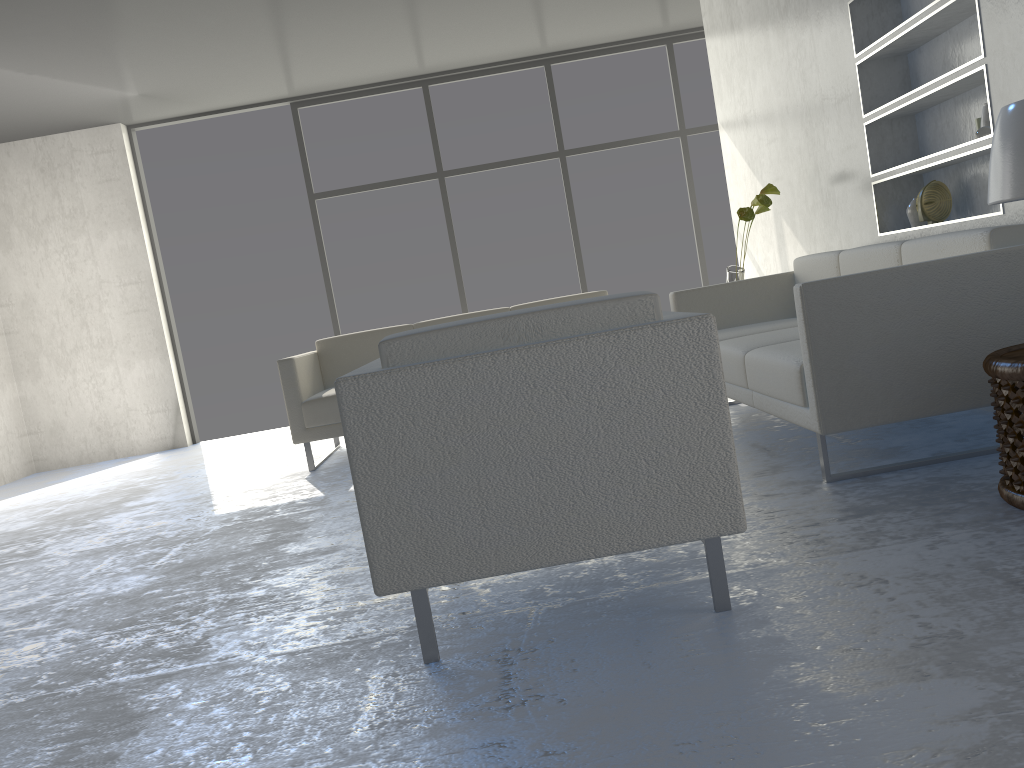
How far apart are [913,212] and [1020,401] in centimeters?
187cm

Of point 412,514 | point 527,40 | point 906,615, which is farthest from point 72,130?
point 906,615

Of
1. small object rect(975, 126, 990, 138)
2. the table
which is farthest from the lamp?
small object rect(975, 126, 990, 138)

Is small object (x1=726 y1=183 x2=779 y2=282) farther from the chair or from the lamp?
the chair

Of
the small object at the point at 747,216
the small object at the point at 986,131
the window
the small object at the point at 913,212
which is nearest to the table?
the small object at the point at 986,131

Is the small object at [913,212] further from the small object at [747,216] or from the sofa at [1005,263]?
the small object at [747,216]

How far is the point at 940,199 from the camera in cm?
347

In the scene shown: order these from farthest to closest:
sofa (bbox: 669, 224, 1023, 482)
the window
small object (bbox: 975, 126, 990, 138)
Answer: the window, small object (bbox: 975, 126, 990, 138), sofa (bbox: 669, 224, 1023, 482)

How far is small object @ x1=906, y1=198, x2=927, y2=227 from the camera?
3.7m

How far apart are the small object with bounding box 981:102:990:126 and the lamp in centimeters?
116cm
